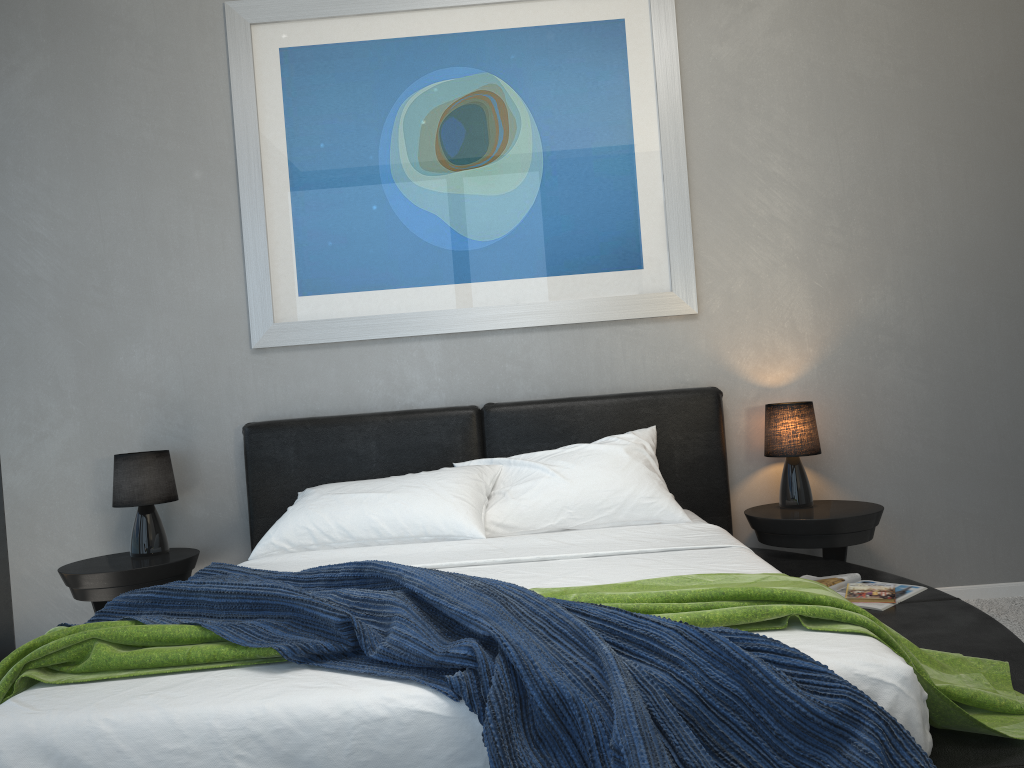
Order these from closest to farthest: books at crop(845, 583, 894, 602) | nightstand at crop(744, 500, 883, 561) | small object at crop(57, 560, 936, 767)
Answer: small object at crop(57, 560, 936, 767), books at crop(845, 583, 894, 602), nightstand at crop(744, 500, 883, 561)

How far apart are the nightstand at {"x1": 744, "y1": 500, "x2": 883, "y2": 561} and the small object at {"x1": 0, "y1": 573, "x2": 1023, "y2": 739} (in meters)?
1.21

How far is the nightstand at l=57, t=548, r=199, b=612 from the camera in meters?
3.1

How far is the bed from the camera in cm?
145

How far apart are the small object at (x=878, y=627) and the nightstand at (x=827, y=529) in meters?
1.2 m

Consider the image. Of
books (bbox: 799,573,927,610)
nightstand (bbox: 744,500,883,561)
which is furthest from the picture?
books (bbox: 799,573,927,610)

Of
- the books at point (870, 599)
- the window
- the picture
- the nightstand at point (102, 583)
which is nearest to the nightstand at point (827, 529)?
the books at point (870, 599)

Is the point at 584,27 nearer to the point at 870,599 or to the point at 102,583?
the point at 870,599

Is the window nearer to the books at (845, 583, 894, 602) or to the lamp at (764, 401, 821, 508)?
the lamp at (764, 401, 821, 508)

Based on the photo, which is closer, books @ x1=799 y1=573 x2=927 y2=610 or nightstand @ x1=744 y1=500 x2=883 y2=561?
books @ x1=799 y1=573 x2=927 y2=610
